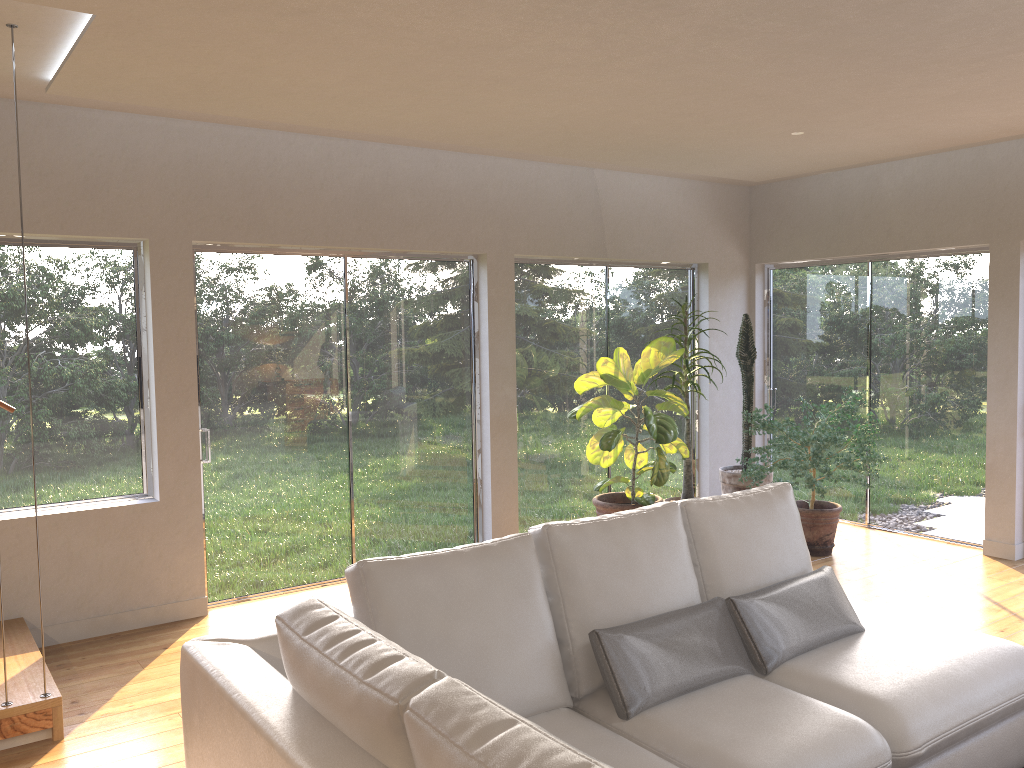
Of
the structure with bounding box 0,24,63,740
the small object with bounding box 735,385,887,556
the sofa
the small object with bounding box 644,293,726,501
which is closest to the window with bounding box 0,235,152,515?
the structure with bounding box 0,24,63,740

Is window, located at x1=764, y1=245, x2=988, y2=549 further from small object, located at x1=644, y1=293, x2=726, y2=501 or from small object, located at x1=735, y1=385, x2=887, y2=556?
small object, located at x1=644, y1=293, x2=726, y2=501

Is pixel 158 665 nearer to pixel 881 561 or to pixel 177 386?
pixel 177 386

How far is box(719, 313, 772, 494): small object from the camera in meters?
6.8 m

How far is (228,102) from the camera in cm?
433

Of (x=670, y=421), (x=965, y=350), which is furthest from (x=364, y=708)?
(x=965, y=350)

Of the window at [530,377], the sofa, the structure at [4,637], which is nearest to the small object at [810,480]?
the window at [530,377]

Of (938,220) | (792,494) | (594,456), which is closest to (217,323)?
(594,456)

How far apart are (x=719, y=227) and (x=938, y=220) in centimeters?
173cm

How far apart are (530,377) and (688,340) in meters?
1.2 m
